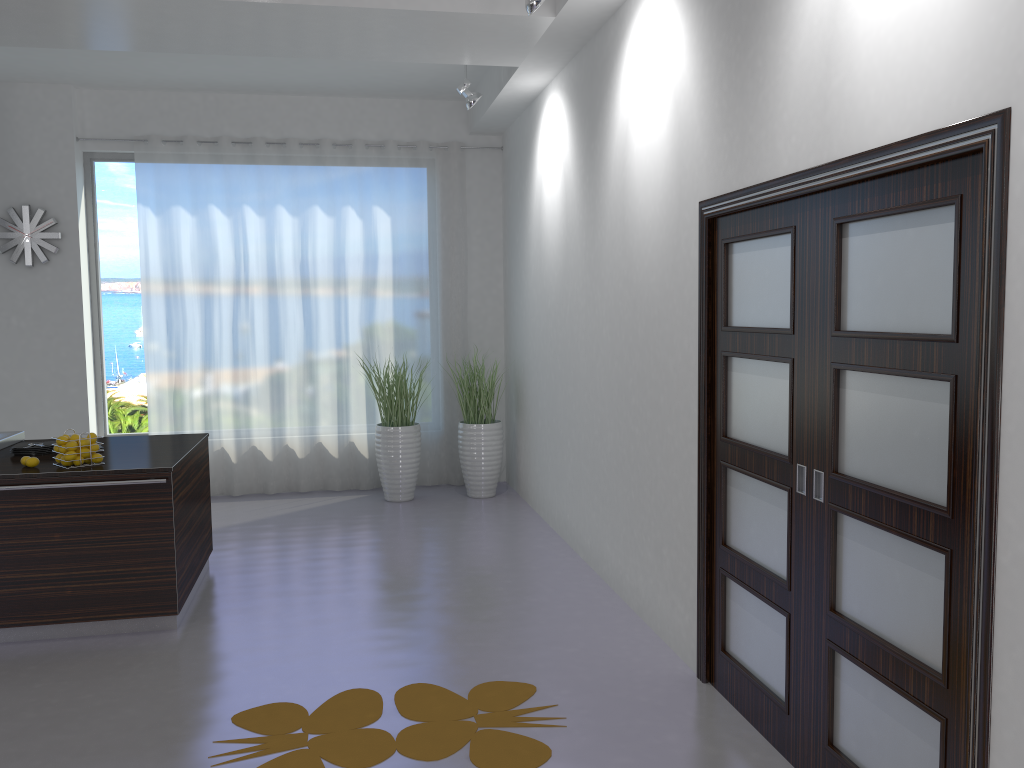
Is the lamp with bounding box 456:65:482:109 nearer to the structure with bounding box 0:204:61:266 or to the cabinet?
the cabinet

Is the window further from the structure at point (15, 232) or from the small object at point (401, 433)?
the small object at point (401, 433)

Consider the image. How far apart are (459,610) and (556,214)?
2.83m

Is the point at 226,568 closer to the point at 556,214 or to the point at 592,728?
the point at 592,728

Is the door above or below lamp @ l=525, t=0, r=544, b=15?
below

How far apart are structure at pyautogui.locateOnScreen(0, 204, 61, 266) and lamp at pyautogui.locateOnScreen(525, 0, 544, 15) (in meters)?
4.97

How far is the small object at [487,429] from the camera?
7.5 meters

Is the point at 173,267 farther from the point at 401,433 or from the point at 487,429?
the point at 487,429

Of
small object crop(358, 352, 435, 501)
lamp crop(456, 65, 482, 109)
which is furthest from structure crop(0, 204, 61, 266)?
lamp crop(456, 65, 482, 109)

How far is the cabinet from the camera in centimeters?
434cm
